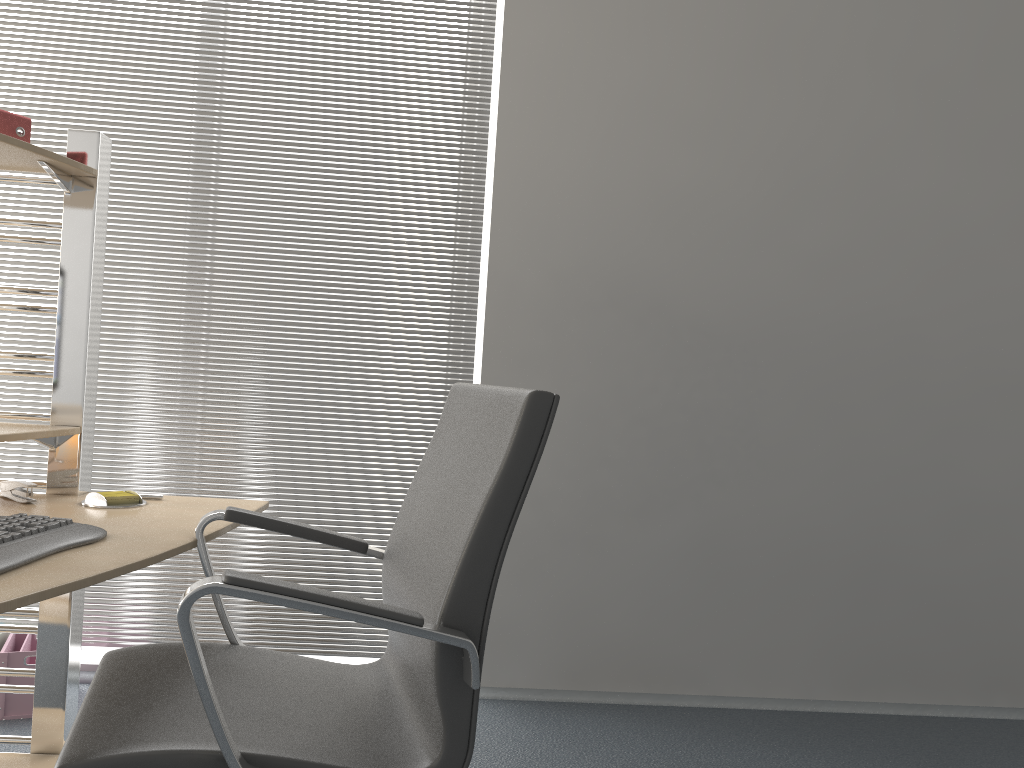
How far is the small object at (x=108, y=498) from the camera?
1.9m

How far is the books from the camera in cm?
182

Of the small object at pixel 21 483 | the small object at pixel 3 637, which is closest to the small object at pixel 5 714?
the small object at pixel 3 637

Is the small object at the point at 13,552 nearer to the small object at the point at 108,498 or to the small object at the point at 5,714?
the small object at the point at 108,498

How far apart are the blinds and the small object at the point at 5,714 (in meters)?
0.20

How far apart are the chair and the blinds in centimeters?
128cm

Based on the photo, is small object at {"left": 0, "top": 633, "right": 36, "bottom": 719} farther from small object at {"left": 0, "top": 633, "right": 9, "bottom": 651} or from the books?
the books

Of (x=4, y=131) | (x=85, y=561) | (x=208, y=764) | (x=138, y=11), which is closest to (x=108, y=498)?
(x=85, y=561)

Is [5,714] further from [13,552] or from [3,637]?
[13,552]

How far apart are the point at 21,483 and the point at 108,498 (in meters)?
0.18
